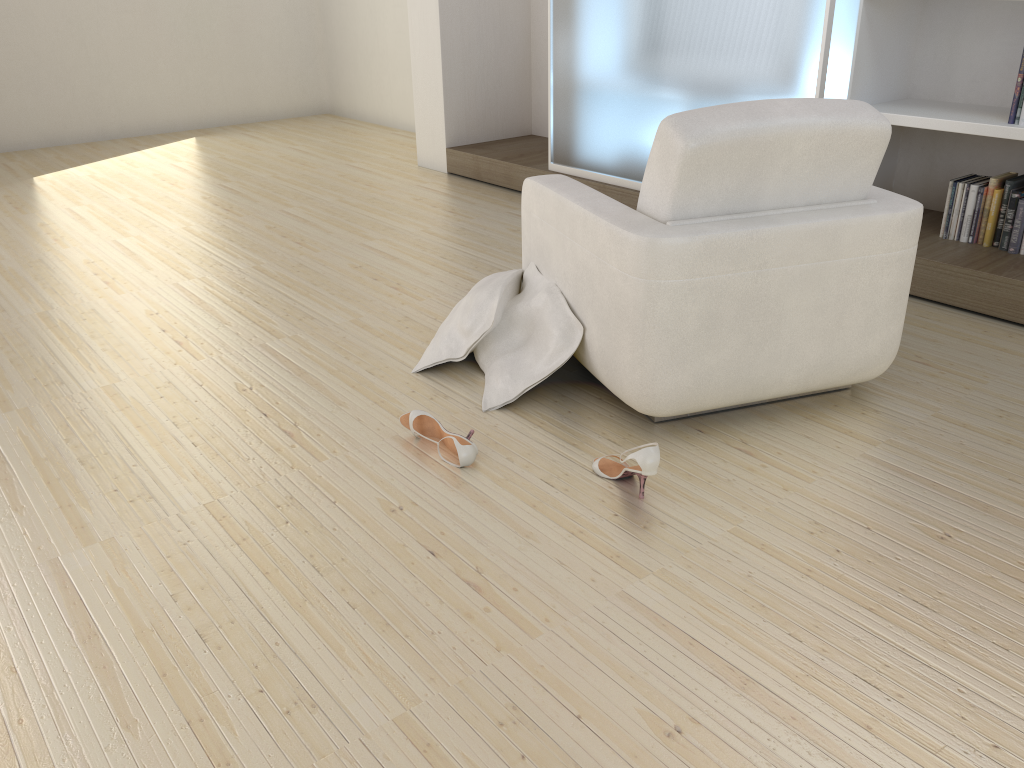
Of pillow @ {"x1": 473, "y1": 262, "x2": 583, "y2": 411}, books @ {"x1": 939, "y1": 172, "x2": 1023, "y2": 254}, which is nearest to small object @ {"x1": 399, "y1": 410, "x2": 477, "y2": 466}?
pillow @ {"x1": 473, "y1": 262, "x2": 583, "y2": 411}

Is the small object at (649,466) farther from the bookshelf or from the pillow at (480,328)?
the bookshelf

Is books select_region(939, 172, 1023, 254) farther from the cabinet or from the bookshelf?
the cabinet

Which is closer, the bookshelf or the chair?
the chair

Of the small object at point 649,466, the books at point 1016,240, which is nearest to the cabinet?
the books at point 1016,240

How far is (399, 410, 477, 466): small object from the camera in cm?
232

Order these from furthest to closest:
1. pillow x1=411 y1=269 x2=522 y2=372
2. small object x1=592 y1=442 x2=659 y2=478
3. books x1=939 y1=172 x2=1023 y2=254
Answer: books x1=939 y1=172 x2=1023 y2=254 → pillow x1=411 y1=269 x2=522 y2=372 → small object x1=592 y1=442 x2=659 y2=478

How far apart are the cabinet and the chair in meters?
1.1 m

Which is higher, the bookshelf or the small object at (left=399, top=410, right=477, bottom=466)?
the bookshelf

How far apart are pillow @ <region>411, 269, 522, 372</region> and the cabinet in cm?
150
